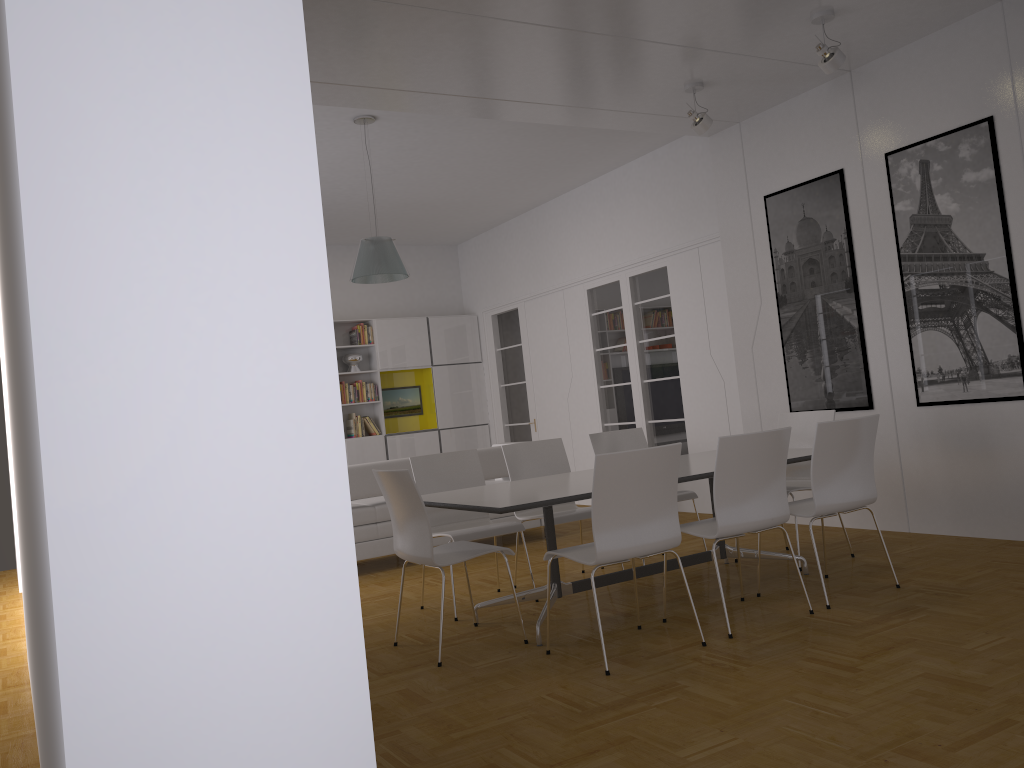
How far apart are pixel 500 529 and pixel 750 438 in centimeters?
171cm

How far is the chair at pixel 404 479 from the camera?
4.2 meters

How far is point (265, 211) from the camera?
1.3 meters

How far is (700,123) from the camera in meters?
6.2

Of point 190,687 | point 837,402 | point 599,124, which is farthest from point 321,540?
point 599,124

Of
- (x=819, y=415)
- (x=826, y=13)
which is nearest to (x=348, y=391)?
(x=819, y=415)

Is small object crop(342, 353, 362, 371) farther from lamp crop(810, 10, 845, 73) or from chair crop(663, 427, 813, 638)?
chair crop(663, 427, 813, 638)

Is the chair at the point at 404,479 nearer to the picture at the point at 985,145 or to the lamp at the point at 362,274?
the lamp at the point at 362,274

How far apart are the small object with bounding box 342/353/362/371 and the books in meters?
0.2

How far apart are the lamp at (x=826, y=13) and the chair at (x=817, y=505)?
2.2 meters
